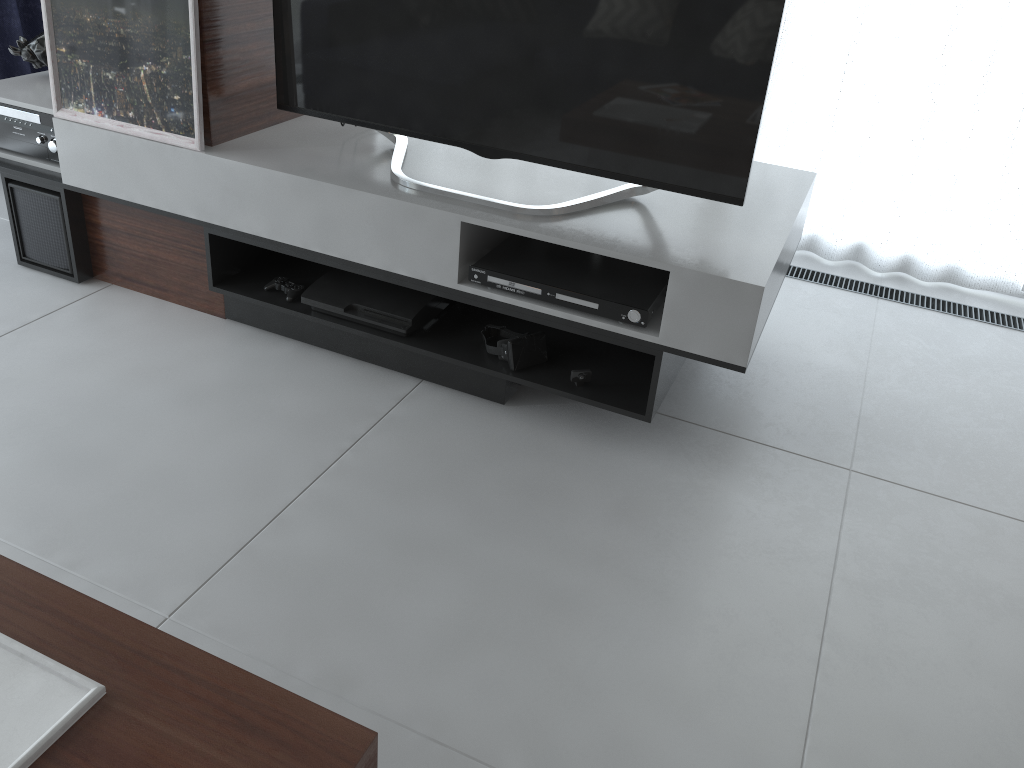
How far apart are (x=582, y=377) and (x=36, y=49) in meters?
1.9

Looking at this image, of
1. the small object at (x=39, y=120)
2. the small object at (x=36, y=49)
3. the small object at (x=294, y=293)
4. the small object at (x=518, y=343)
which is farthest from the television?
the small object at (x=36, y=49)

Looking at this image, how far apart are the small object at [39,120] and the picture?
0.1 meters

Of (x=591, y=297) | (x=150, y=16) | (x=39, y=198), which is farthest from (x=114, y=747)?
(x=39, y=198)

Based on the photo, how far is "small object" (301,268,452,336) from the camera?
2.2m

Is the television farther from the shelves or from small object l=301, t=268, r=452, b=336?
small object l=301, t=268, r=452, b=336

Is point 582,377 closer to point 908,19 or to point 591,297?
point 591,297

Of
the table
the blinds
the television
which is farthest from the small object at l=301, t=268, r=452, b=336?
the blinds

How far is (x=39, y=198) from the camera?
2.52m

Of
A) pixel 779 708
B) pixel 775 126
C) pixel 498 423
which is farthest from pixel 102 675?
pixel 775 126
